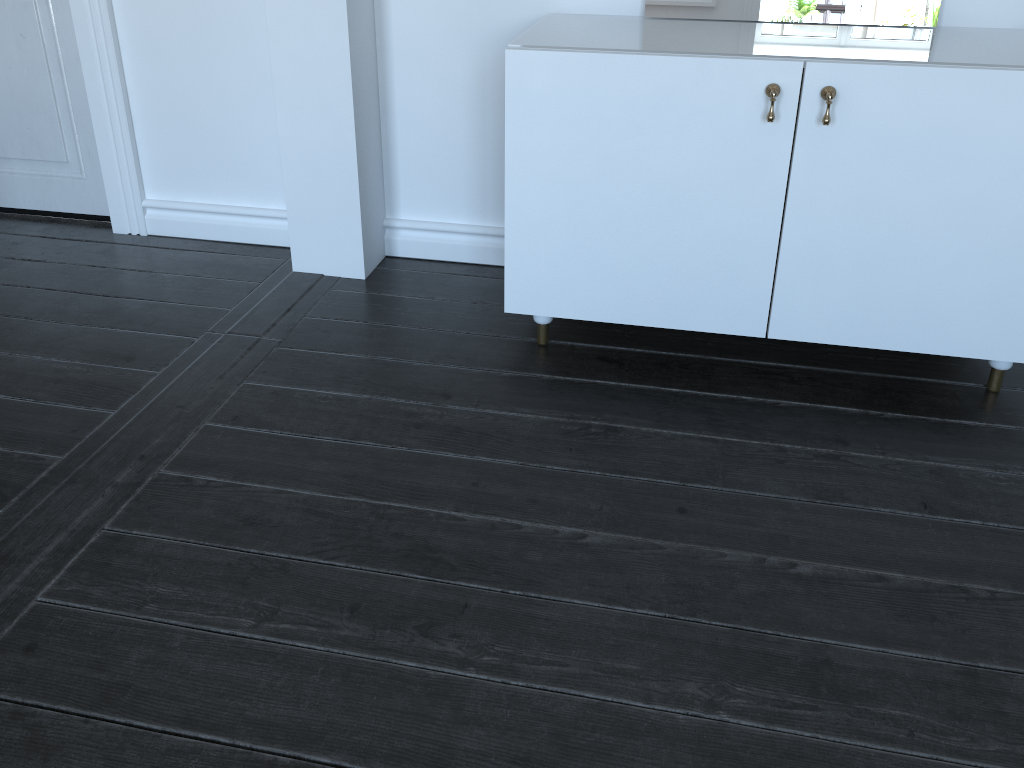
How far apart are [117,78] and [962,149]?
2.24m

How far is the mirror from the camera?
2.0 meters

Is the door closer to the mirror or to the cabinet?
the cabinet

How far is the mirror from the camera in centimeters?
204cm

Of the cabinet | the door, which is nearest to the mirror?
the cabinet

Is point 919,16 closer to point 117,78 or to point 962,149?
point 962,149

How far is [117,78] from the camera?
2.6m

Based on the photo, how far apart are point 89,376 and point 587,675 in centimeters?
139cm

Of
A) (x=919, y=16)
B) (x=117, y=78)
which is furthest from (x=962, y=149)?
(x=117, y=78)

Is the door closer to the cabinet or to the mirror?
the cabinet
